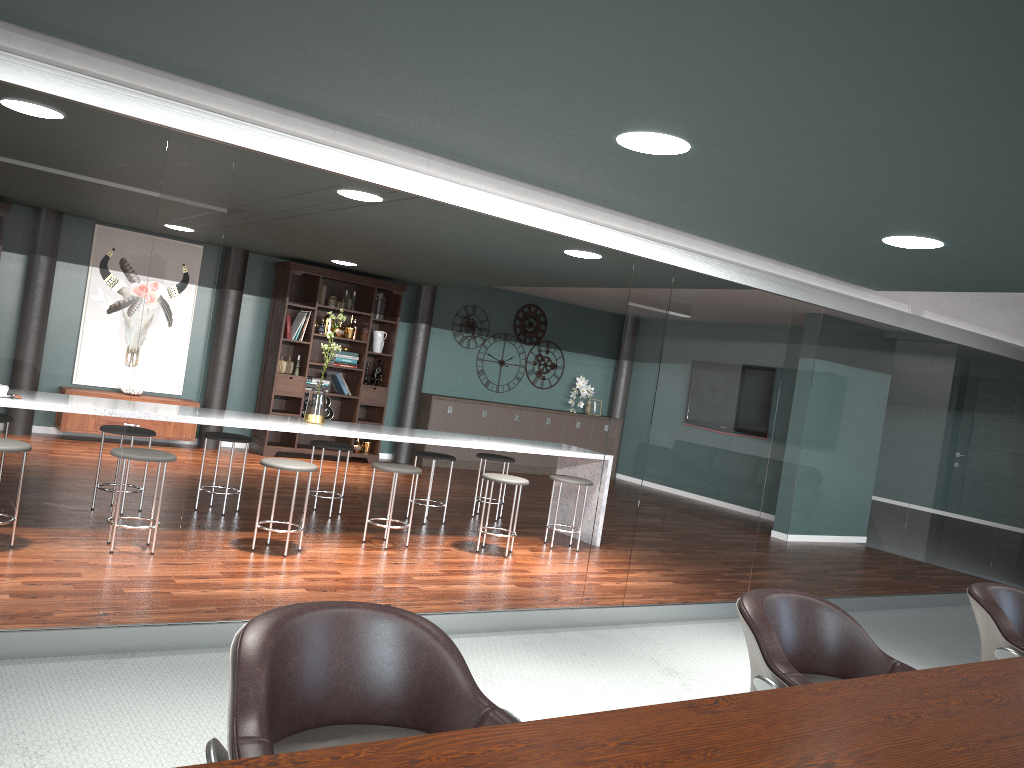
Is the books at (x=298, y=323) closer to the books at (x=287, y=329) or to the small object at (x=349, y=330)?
the books at (x=287, y=329)

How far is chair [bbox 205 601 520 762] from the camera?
1.3 meters

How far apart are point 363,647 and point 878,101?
1.8 meters

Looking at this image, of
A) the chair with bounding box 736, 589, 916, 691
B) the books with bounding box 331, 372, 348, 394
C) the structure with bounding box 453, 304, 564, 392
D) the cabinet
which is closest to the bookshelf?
the books with bounding box 331, 372, 348, 394

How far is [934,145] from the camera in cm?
255

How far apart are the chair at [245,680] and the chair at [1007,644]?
1.78m

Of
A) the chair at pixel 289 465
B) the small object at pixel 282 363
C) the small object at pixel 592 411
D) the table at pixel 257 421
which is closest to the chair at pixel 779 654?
the chair at pixel 289 465

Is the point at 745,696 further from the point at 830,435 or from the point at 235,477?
the point at 235,477

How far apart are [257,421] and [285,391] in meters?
3.9

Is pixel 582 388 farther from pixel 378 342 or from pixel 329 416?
pixel 329 416
